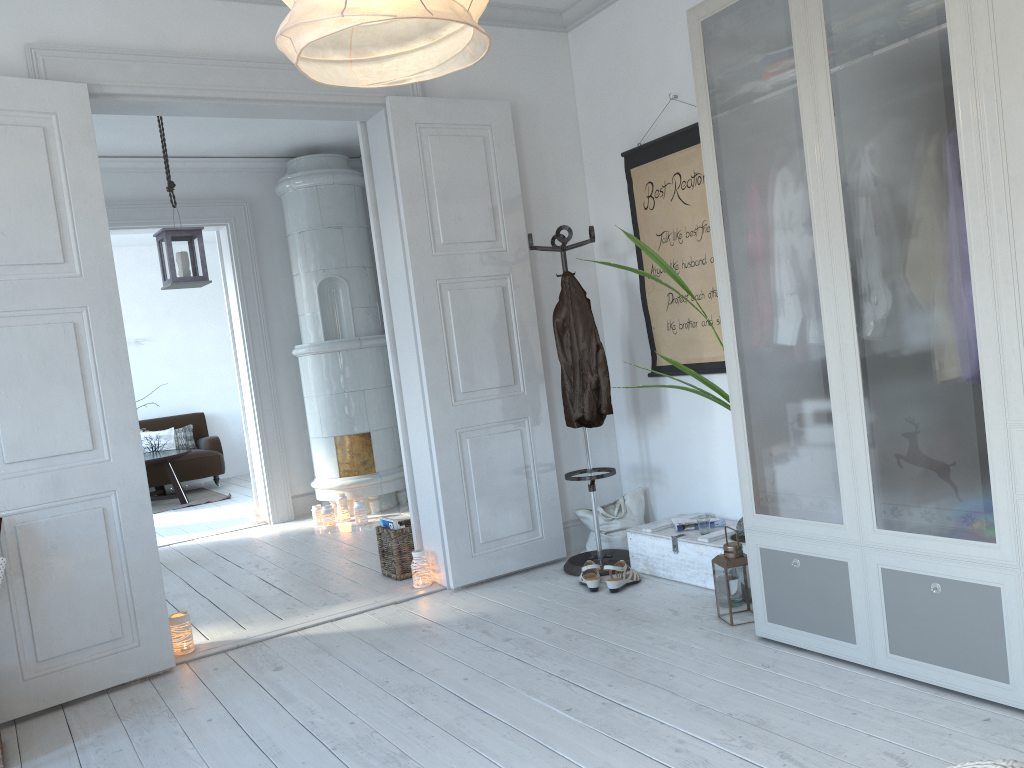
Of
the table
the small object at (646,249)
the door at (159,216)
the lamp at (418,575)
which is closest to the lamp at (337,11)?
the small object at (646,249)

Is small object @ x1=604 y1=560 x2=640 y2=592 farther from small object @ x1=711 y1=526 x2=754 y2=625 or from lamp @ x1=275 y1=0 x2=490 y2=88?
lamp @ x1=275 y1=0 x2=490 y2=88

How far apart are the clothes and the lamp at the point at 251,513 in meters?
3.5 m

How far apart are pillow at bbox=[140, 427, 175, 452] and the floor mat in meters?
0.6

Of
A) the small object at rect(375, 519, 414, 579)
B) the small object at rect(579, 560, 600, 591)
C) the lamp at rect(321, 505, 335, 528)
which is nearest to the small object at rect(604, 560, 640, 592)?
the small object at rect(579, 560, 600, 591)

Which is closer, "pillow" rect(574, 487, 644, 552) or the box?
the box

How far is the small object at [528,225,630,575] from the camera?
4.25m

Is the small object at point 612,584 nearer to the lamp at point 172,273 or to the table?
the lamp at point 172,273

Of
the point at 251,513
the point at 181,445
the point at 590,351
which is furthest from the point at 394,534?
the point at 181,445

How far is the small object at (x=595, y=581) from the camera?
3.9m
